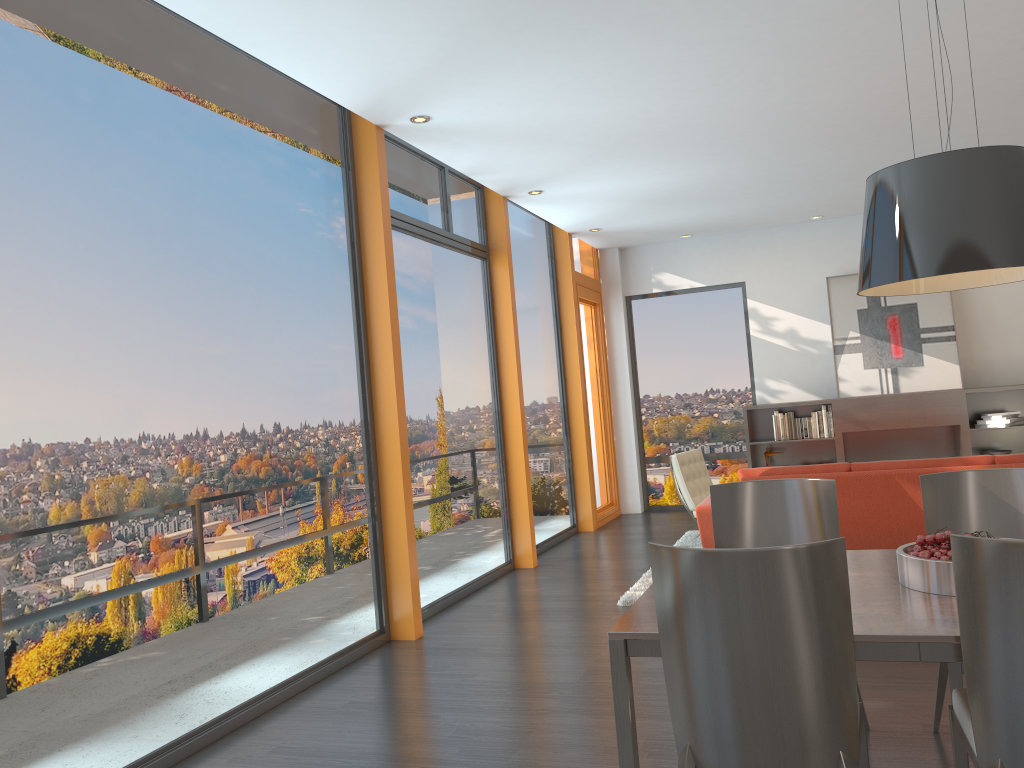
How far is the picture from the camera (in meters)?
9.16

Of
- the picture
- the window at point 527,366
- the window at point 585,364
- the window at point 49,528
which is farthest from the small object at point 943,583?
the picture

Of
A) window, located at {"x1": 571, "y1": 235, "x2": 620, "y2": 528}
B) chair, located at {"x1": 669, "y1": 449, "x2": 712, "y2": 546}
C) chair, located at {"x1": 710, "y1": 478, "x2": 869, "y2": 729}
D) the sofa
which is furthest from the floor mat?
chair, located at {"x1": 710, "y1": 478, "x2": 869, "y2": 729}

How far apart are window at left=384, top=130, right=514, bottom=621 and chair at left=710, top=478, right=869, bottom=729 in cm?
282

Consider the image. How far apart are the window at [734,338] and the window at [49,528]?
5.7m

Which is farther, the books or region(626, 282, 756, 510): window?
region(626, 282, 756, 510): window

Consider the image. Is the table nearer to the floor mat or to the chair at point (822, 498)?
the chair at point (822, 498)

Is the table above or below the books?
below

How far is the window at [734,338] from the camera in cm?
1024

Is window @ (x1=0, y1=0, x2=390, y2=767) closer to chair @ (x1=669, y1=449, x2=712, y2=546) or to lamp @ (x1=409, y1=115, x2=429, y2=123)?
lamp @ (x1=409, y1=115, x2=429, y2=123)
